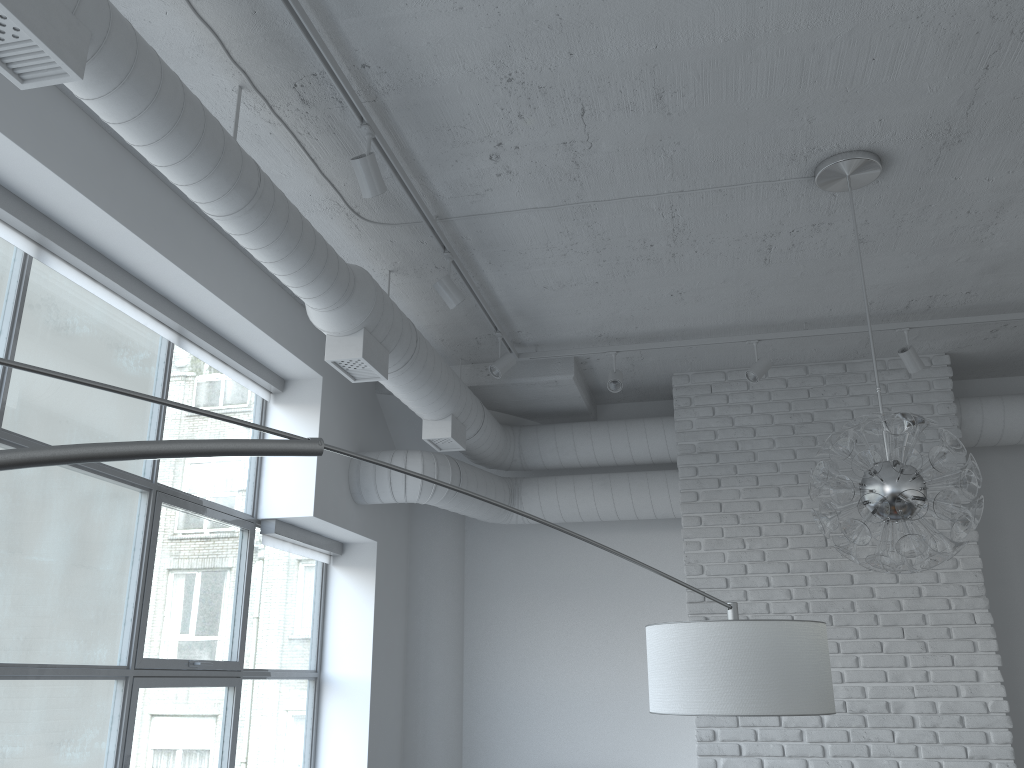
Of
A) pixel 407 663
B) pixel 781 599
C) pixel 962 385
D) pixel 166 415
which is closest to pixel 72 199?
pixel 407 663

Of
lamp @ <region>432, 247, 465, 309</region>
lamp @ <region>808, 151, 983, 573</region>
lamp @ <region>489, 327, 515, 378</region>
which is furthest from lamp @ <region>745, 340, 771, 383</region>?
lamp @ <region>432, 247, 465, 309</region>

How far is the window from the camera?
4.1 meters

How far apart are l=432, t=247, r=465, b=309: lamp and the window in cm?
127

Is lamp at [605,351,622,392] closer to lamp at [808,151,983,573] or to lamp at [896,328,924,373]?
lamp at [896,328,924,373]

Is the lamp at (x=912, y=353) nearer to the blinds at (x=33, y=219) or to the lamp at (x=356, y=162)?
the lamp at (x=356, y=162)

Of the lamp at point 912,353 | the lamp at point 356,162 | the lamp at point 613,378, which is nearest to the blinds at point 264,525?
the lamp at point 613,378

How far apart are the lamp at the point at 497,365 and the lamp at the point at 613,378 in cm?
60

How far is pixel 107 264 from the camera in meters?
3.5

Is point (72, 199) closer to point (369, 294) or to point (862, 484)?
point (369, 294)
